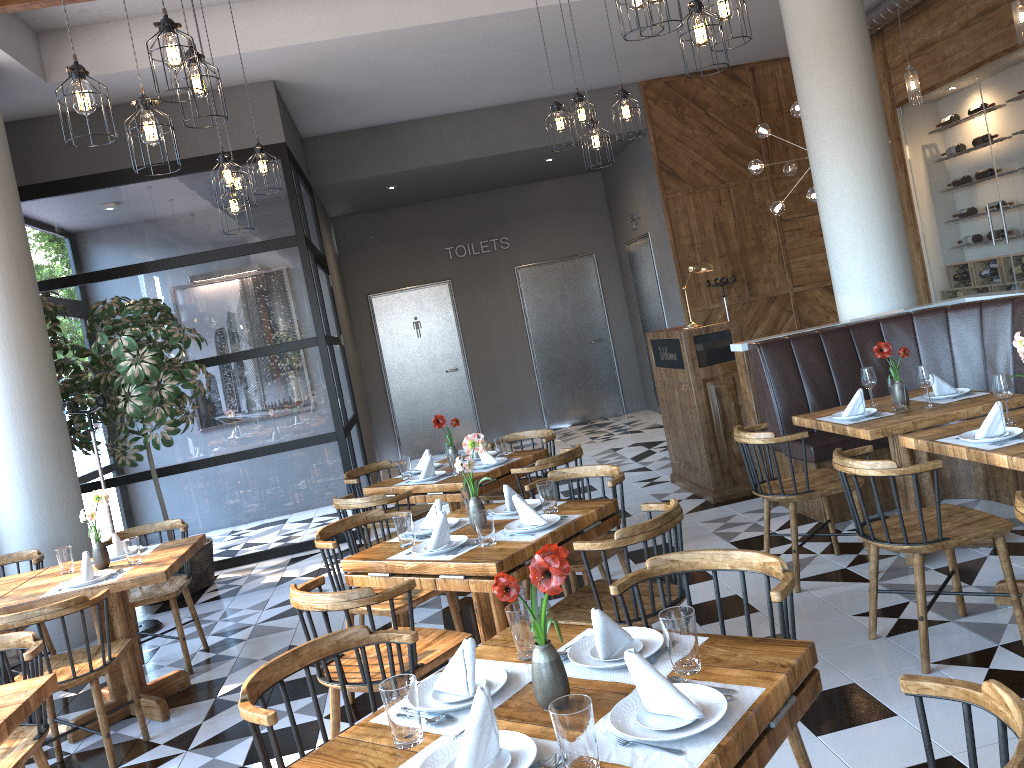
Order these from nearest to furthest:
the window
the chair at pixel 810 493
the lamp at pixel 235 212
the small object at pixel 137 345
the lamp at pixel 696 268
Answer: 1. the chair at pixel 810 493
2. the lamp at pixel 235 212
3. the small object at pixel 137 345
4. the lamp at pixel 696 268
5. the window

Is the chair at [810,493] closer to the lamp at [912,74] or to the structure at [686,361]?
the structure at [686,361]

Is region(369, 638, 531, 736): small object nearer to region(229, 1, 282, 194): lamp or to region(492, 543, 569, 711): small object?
region(492, 543, 569, 711): small object

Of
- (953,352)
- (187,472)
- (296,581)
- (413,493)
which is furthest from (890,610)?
(187,472)

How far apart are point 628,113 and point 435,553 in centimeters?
321cm

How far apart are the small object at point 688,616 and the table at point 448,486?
3.1 meters

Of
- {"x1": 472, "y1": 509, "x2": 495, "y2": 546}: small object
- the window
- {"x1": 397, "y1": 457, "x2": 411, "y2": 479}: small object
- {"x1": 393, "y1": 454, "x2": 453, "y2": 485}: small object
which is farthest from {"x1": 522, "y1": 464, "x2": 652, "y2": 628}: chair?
the window

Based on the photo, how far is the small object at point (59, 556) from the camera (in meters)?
4.62

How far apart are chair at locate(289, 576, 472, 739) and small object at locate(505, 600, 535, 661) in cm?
87

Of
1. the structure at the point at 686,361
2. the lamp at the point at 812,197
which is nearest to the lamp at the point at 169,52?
the structure at the point at 686,361
